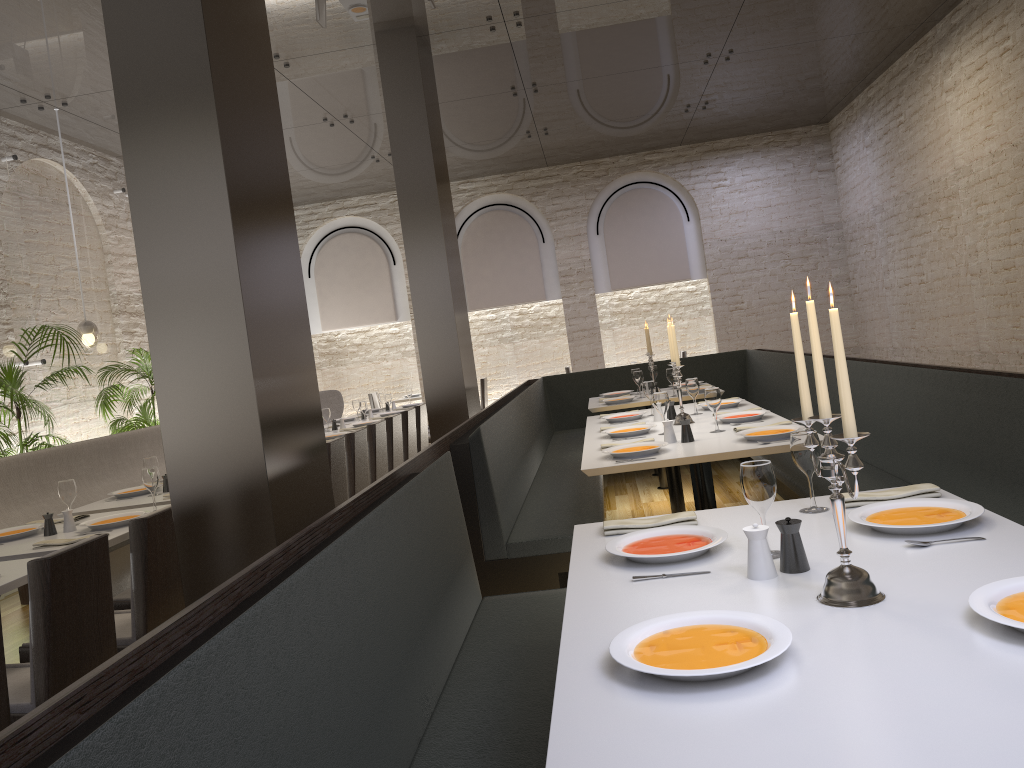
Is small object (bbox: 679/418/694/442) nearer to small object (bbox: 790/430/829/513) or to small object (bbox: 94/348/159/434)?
small object (bbox: 790/430/829/513)

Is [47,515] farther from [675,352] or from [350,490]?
[675,352]

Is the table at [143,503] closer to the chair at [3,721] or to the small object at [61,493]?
the small object at [61,493]

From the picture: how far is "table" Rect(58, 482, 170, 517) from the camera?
4.99m

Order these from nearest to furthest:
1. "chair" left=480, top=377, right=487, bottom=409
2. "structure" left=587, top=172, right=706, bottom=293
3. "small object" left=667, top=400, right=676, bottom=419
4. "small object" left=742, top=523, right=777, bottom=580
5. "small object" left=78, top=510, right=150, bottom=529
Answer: "small object" left=742, top=523, right=777, bottom=580 → "small object" left=78, top=510, right=150, bottom=529 → "small object" left=667, top=400, right=676, bottom=419 → "structure" left=587, top=172, right=706, bottom=293 → "chair" left=480, top=377, right=487, bottom=409

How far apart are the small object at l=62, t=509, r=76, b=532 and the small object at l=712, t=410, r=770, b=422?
3.41m

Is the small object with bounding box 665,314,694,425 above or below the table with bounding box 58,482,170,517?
above

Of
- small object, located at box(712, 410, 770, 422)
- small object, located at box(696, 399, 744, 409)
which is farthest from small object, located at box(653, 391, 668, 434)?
small object, located at box(696, 399, 744, 409)

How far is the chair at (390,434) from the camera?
7.3 meters

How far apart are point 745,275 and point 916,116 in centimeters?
370cm
